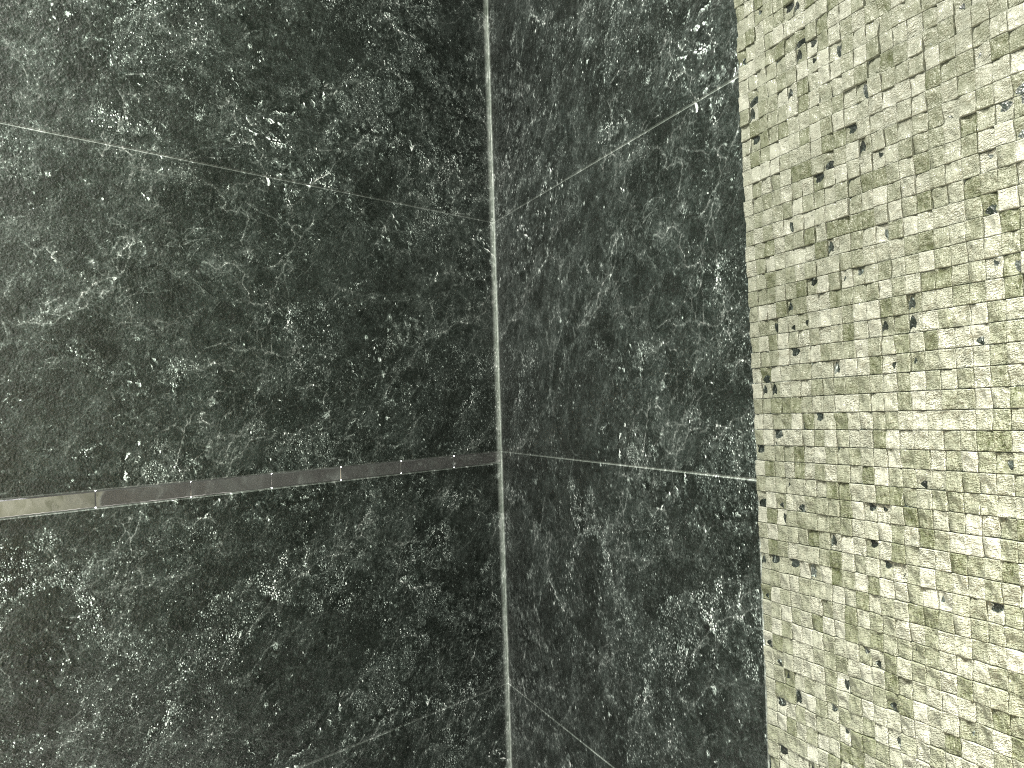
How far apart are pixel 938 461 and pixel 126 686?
1.3 meters
